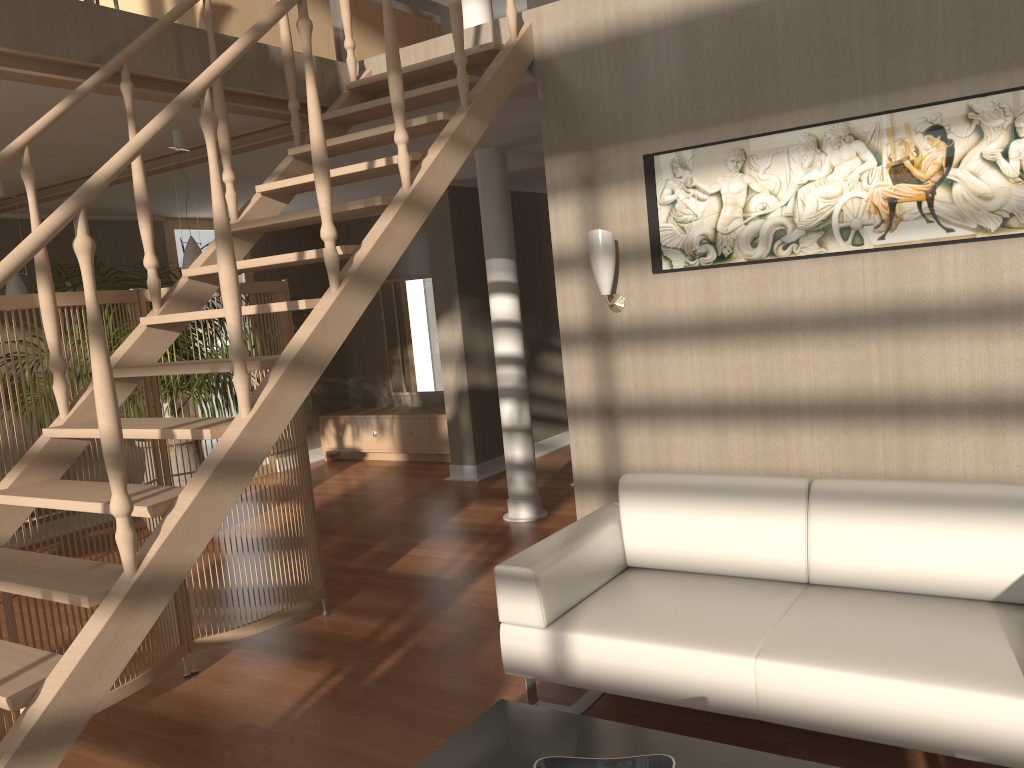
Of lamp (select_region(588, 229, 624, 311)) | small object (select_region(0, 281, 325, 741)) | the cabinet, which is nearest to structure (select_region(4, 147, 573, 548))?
the cabinet

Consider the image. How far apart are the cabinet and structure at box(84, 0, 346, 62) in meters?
4.0 m

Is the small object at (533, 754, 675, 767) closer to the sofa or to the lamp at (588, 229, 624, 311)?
the sofa

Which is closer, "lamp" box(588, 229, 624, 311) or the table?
the table

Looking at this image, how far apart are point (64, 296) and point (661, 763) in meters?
2.6

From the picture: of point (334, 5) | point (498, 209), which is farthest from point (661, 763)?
point (498, 209)

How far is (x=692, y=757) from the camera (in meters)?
2.20

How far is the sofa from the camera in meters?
2.4 m

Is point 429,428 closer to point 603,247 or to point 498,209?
point 498,209

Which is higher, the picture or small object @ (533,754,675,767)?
the picture
